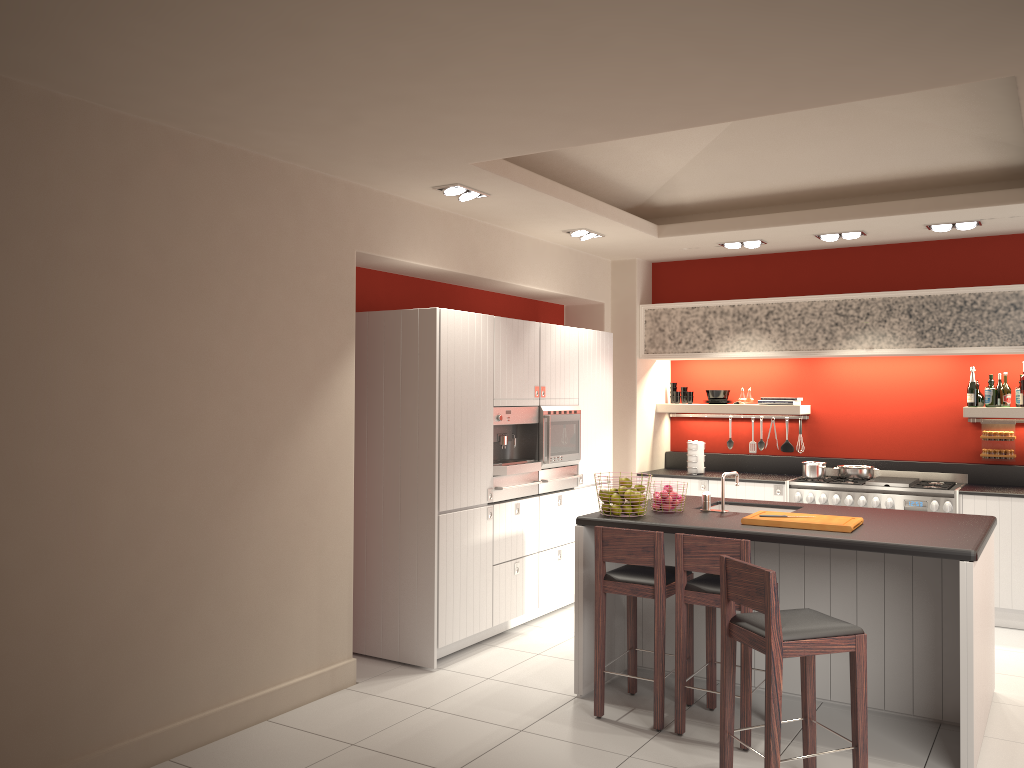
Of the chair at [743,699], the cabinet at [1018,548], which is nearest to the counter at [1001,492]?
the cabinet at [1018,548]

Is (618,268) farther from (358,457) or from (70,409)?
(70,409)

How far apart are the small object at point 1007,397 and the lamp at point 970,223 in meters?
1.5

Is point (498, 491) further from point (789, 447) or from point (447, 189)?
point (789, 447)

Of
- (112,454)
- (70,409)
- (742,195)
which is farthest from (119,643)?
(742,195)

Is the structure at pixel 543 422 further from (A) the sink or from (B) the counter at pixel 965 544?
(A) the sink

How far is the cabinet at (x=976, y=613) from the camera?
4.1m

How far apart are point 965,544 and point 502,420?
3.03m

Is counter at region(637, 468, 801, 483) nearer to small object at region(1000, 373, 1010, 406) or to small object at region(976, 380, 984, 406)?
small object at region(976, 380, 984, 406)

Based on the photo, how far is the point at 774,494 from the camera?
7.53m
